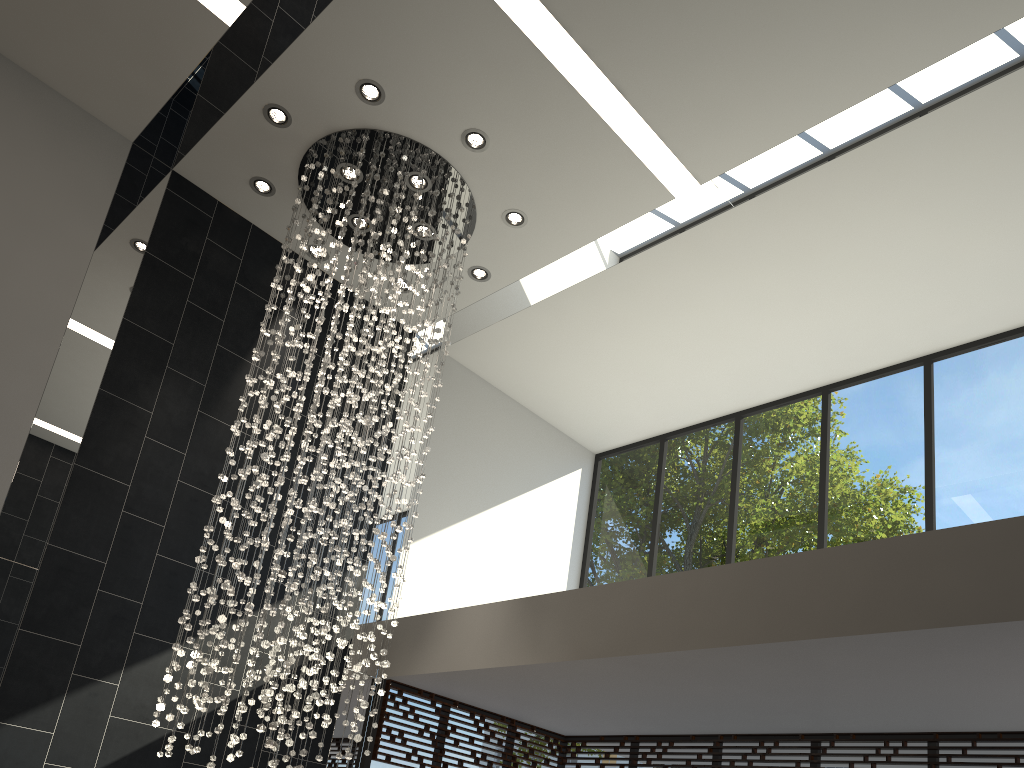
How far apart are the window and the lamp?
1.2m

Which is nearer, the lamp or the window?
the lamp

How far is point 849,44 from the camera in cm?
512

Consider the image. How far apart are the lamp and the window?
1.24m

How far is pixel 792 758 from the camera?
6.41m

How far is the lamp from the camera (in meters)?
5.18

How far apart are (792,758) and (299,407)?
4.41m

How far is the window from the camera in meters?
6.4 m

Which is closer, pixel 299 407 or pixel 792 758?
pixel 299 407
